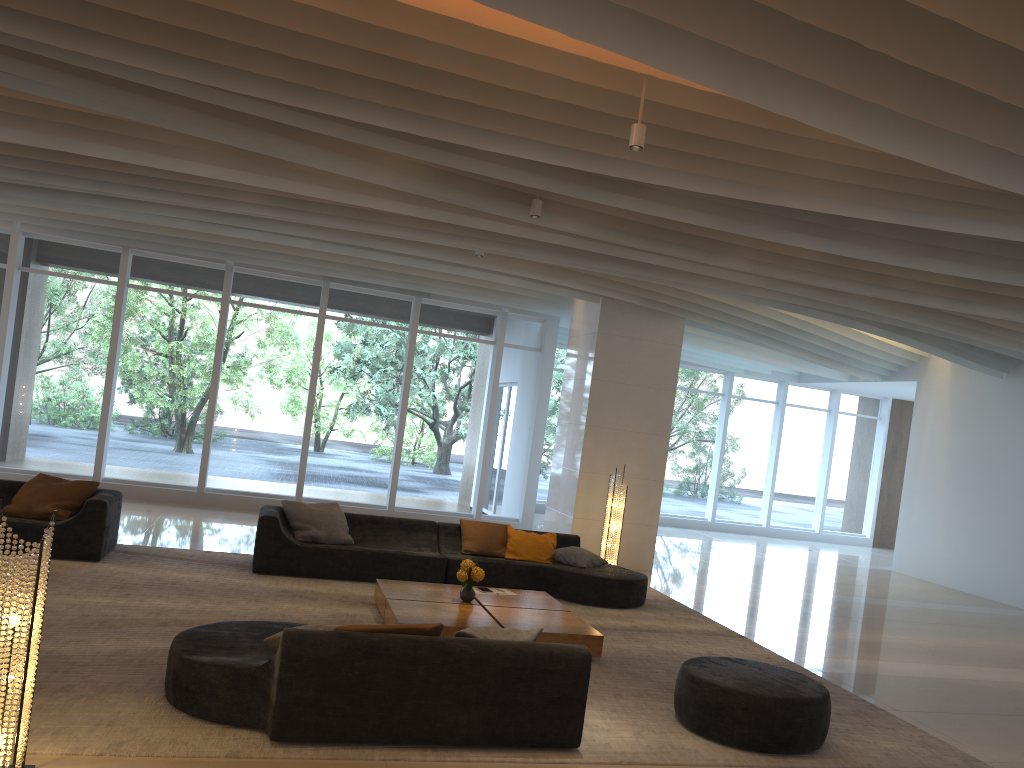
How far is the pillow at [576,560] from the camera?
9.6 meters

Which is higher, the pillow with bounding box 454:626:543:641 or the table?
the pillow with bounding box 454:626:543:641

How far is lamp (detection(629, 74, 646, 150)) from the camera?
5.3 meters

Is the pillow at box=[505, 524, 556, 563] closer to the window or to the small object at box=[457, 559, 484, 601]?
the small object at box=[457, 559, 484, 601]

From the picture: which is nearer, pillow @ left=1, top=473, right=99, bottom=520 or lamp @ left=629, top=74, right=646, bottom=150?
lamp @ left=629, top=74, right=646, bottom=150

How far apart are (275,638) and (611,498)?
6.5 meters

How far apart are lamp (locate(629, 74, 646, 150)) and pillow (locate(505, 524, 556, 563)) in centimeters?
527cm

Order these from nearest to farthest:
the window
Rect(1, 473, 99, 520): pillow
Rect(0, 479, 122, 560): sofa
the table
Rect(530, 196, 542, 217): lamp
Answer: the table → Rect(530, 196, 542, 217): lamp → Rect(0, 479, 122, 560): sofa → Rect(1, 473, 99, 520): pillow → the window

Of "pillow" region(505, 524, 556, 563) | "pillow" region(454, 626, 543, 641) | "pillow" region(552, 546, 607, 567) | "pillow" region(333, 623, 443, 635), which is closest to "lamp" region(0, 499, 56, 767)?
"pillow" region(333, 623, 443, 635)

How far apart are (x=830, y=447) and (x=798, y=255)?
12.8m
